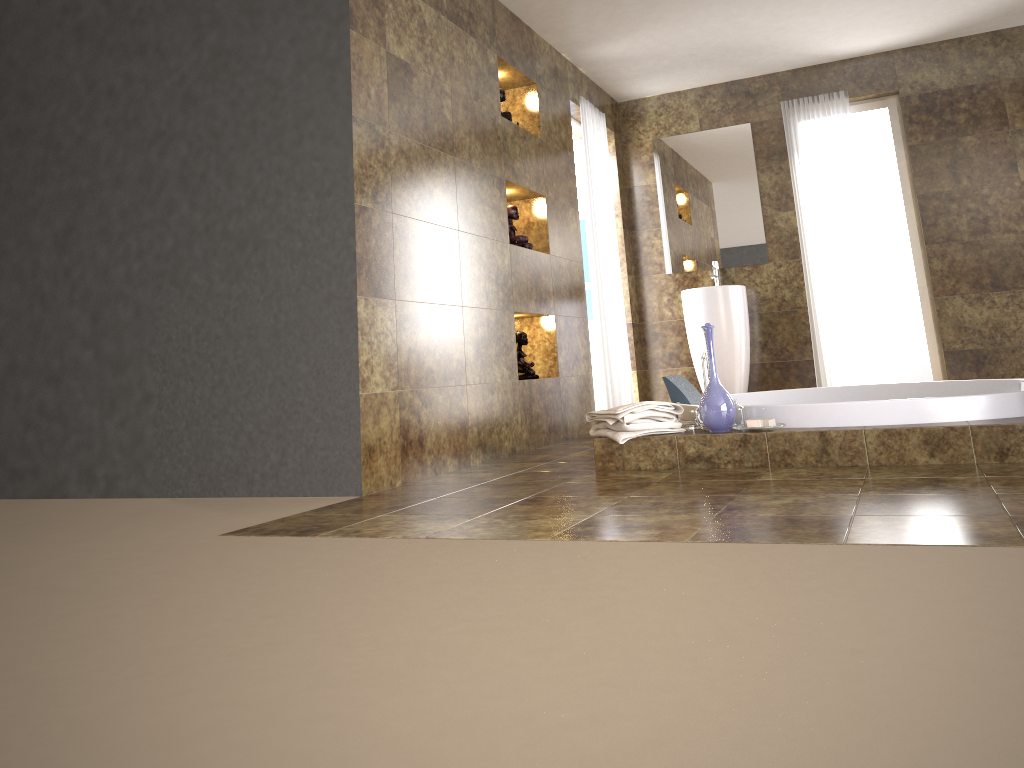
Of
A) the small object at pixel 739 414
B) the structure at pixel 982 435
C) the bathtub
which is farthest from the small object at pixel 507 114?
the small object at pixel 739 414

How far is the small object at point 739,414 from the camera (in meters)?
3.48

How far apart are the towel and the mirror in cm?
306

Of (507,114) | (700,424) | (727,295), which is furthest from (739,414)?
(727,295)

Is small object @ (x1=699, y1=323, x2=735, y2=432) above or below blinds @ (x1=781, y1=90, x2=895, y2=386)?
below

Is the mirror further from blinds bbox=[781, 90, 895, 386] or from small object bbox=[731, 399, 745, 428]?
small object bbox=[731, 399, 745, 428]

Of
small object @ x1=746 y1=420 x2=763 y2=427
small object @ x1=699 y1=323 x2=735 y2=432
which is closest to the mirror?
small object @ x1=699 y1=323 x2=735 y2=432

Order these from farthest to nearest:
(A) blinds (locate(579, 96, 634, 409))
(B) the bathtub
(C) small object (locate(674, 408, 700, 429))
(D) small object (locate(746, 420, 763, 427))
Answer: (A) blinds (locate(579, 96, 634, 409)) < (C) small object (locate(674, 408, 700, 429)) < (D) small object (locate(746, 420, 763, 427)) < (B) the bathtub

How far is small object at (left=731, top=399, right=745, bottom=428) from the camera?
3.5 meters

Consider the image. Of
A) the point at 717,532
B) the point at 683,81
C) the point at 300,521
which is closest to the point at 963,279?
the point at 683,81
